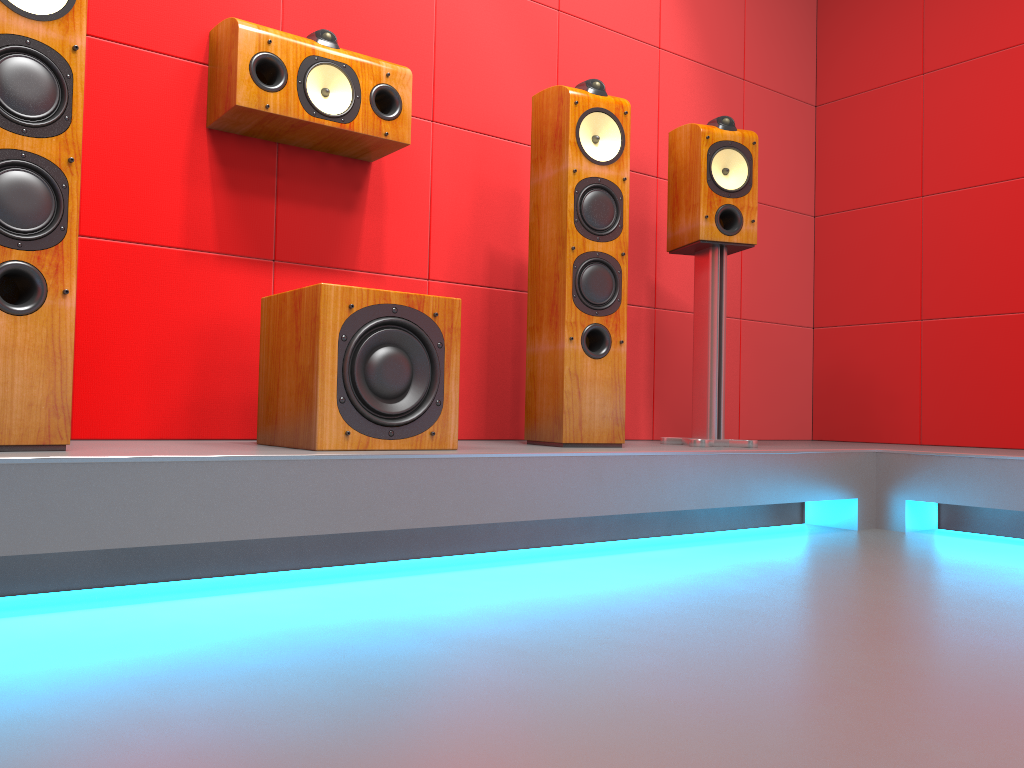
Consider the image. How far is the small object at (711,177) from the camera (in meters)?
2.77

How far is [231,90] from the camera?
2.2 meters

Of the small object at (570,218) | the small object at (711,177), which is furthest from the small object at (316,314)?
the small object at (711,177)

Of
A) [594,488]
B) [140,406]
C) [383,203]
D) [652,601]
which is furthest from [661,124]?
[652,601]

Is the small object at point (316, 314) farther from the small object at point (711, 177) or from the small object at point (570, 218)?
the small object at point (711, 177)

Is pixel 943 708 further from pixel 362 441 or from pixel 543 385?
pixel 543 385

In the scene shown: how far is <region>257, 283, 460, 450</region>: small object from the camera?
1.9 meters

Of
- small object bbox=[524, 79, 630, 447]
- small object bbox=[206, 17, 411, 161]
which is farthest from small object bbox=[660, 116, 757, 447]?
small object bbox=[206, 17, 411, 161]

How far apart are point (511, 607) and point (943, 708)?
0.7 meters

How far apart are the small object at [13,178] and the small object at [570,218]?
1.2 meters
